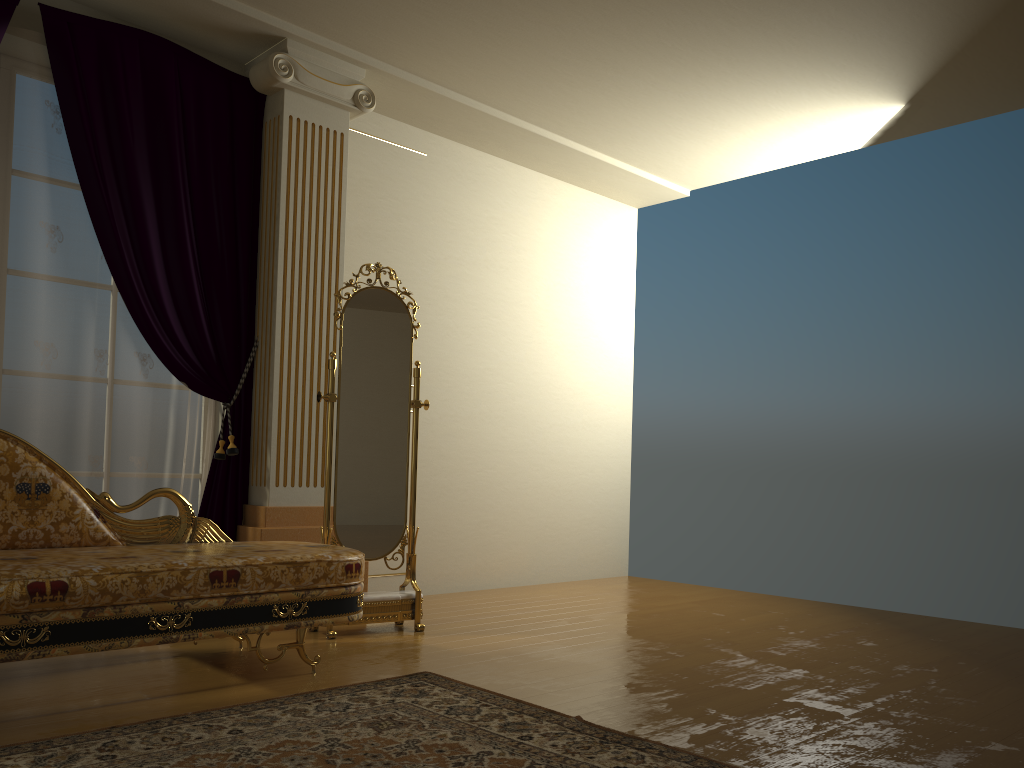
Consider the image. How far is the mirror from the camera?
4.0m

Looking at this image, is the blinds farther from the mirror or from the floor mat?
the floor mat

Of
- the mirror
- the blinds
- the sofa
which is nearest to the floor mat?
the sofa

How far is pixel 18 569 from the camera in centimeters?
251cm

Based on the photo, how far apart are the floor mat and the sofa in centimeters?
26cm

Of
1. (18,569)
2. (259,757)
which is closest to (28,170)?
(18,569)

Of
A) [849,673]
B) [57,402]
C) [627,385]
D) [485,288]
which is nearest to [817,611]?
[849,673]

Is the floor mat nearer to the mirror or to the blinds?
the mirror

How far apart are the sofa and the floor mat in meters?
0.3

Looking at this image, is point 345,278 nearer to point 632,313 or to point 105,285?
point 105,285
